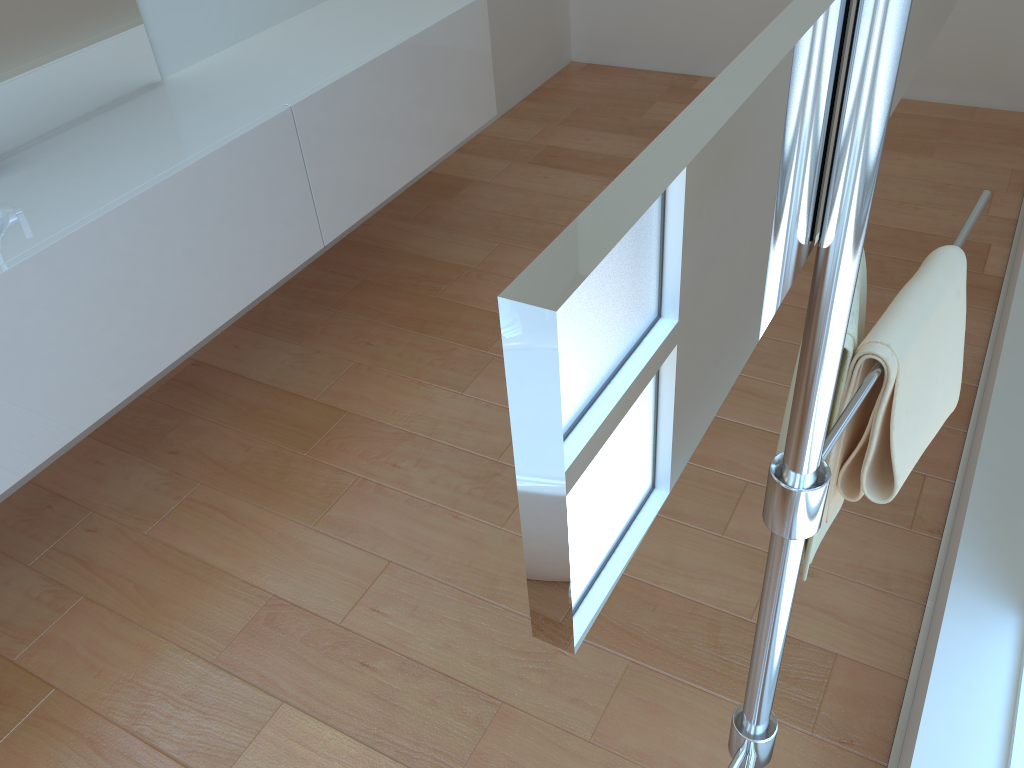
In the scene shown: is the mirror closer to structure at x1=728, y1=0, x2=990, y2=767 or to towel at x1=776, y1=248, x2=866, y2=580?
structure at x1=728, y1=0, x2=990, y2=767

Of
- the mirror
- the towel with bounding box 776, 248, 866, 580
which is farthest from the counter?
the mirror

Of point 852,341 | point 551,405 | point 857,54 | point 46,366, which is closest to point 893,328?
point 852,341

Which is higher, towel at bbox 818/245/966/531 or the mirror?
the mirror

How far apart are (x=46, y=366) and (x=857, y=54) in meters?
1.6

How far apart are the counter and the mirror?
1.5m

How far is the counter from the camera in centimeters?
168cm

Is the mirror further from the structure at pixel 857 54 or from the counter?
the counter

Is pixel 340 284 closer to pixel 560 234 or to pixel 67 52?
pixel 67 52

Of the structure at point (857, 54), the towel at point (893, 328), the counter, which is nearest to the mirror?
the structure at point (857, 54)
